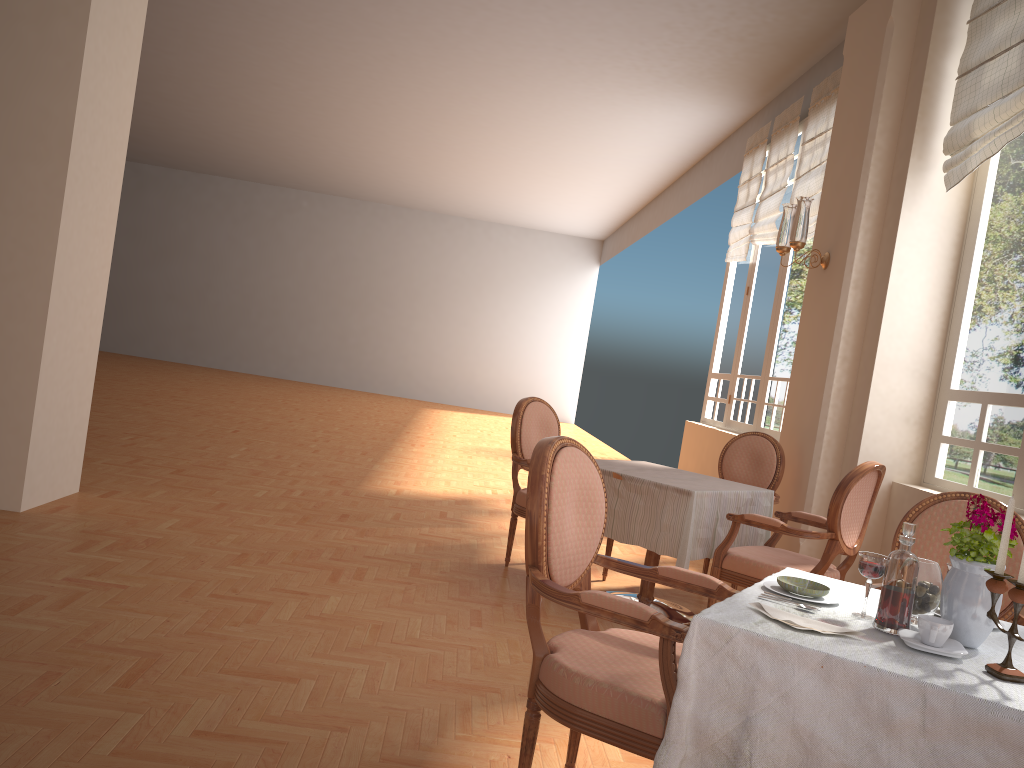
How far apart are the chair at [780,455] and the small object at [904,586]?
3.2 meters

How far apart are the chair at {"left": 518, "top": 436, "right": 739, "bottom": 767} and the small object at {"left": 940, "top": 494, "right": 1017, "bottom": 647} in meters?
0.5

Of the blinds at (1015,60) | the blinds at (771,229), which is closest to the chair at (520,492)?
the blinds at (1015,60)

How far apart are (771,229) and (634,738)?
6.21m

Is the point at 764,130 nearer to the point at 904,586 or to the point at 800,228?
the point at 800,228

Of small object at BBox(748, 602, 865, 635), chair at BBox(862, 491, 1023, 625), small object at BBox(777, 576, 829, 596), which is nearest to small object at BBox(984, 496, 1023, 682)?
small object at BBox(748, 602, 865, 635)

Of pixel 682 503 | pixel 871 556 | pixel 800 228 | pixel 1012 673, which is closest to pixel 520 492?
pixel 682 503

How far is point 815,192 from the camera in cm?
662

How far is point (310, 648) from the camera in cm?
310

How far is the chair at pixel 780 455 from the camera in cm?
491
